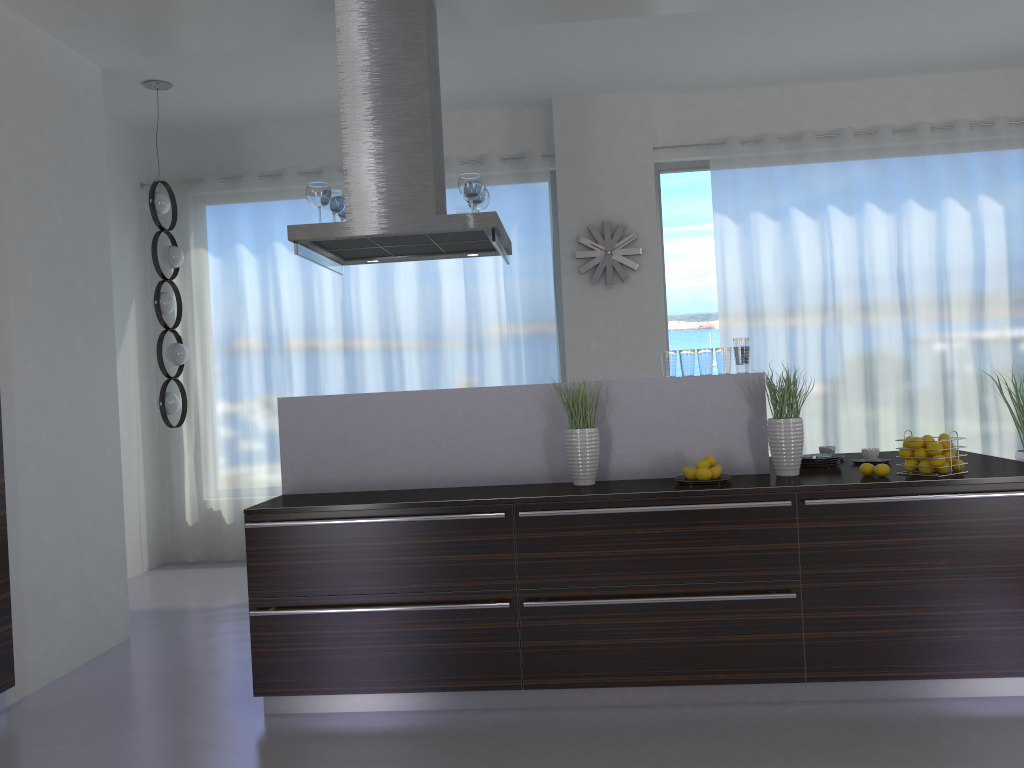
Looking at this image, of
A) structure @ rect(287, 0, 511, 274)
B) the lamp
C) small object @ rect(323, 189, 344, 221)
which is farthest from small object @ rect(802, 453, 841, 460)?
the lamp

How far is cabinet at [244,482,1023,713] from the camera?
3.4m

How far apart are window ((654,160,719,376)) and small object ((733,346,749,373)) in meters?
3.1 m

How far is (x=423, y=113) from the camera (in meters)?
4.08

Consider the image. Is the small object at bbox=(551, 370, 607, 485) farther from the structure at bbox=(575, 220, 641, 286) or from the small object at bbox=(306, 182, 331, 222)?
→ the structure at bbox=(575, 220, 641, 286)

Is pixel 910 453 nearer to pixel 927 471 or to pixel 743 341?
pixel 927 471

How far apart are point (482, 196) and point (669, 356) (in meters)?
1.25

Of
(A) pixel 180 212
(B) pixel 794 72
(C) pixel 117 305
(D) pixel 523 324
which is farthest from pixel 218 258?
(B) pixel 794 72

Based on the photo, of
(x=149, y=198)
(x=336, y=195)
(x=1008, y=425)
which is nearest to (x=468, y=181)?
(x=336, y=195)

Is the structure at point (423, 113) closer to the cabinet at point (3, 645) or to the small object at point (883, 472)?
the cabinet at point (3, 645)
